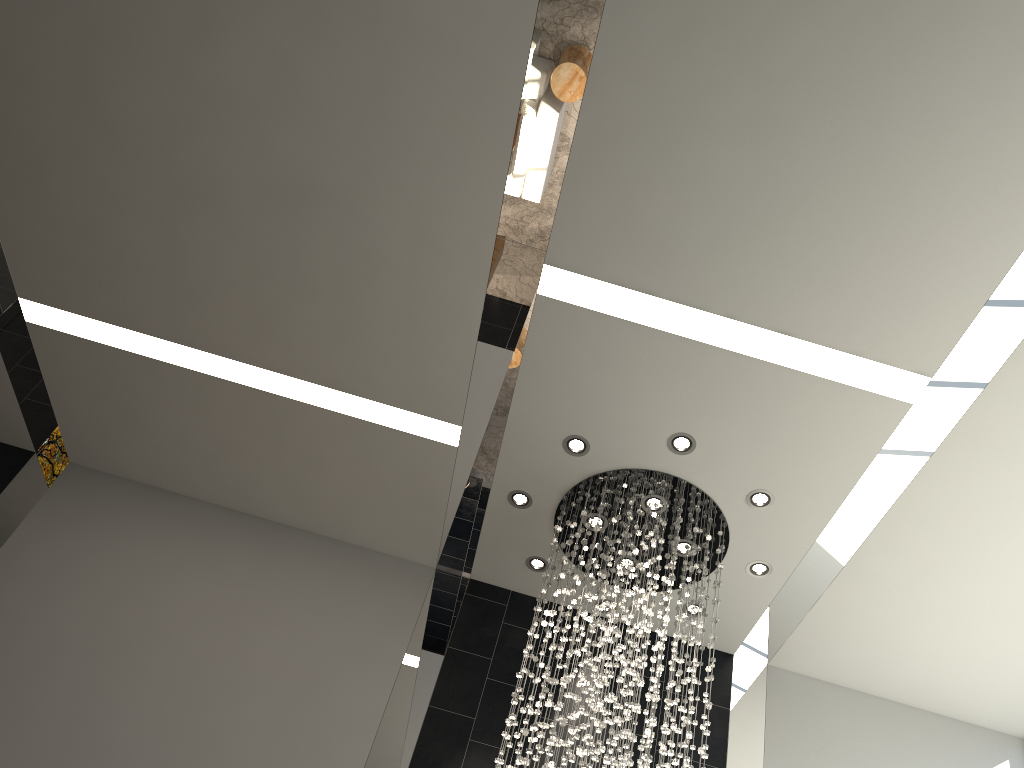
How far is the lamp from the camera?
5.57m

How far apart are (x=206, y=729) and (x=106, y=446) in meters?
2.5 m

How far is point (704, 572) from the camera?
5.6m

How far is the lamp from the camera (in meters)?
5.57
